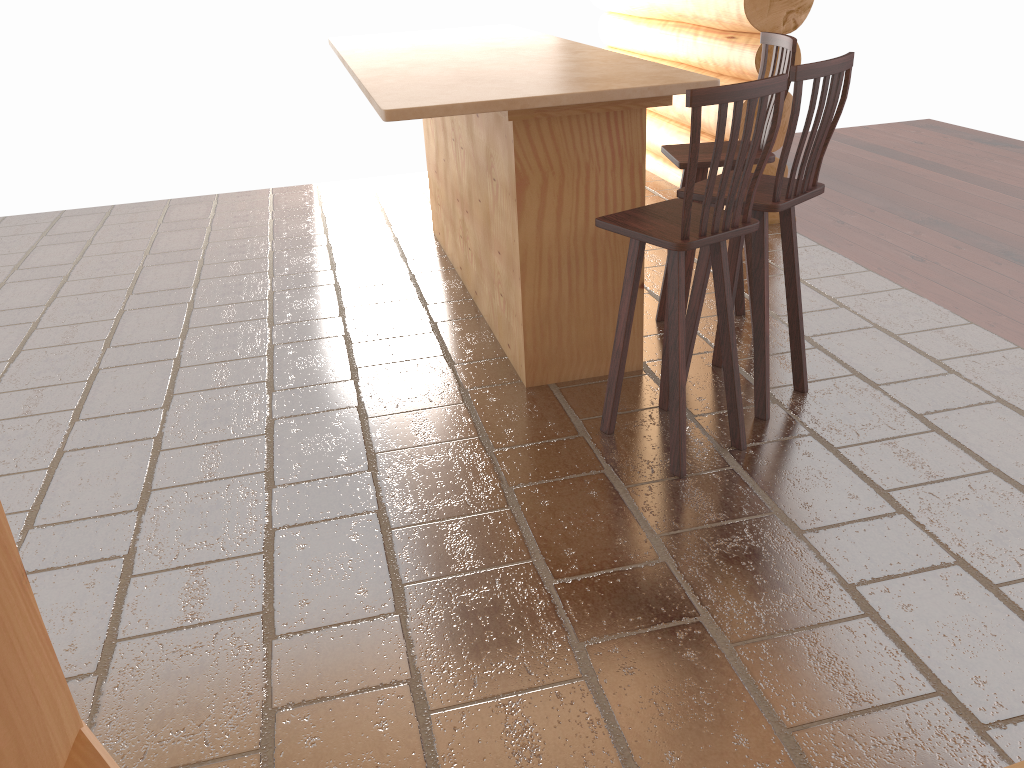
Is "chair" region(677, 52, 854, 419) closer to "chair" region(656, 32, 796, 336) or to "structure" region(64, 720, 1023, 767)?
"chair" region(656, 32, 796, 336)

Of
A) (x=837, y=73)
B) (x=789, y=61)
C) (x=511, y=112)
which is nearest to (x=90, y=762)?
(x=511, y=112)

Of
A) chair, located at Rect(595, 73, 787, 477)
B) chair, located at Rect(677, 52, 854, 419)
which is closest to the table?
chair, located at Rect(677, 52, 854, 419)

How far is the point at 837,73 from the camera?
3.0 meters

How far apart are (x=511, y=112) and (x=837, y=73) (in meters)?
1.12

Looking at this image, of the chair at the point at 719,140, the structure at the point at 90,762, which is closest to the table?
the chair at the point at 719,140

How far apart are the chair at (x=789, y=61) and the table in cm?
30

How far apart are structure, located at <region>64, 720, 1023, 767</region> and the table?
2.3 meters

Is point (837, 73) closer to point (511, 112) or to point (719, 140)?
point (719, 140)

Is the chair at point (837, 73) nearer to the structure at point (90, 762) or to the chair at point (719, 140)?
the chair at point (719, 140)
